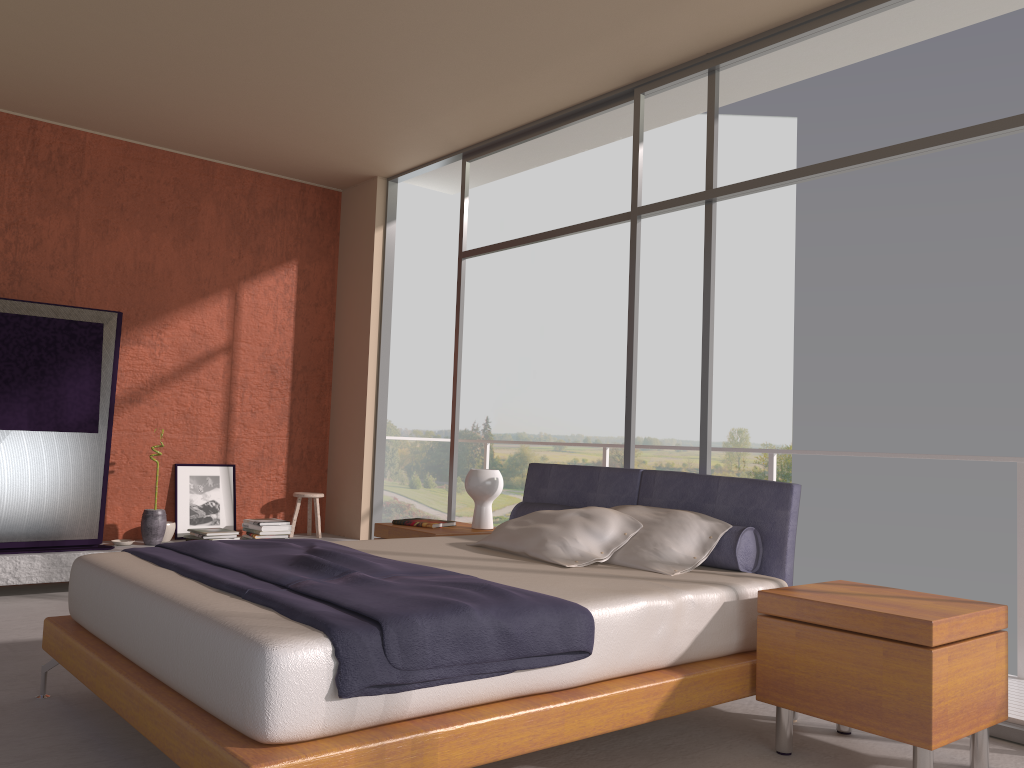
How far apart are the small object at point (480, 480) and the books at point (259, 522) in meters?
2.1

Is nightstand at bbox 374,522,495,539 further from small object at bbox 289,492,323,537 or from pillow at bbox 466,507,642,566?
small object at bbox 289,492,323,537

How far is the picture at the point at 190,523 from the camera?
6.5m

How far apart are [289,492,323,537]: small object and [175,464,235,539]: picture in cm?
49

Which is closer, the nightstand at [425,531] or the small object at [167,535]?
the nightstand at [425,531]

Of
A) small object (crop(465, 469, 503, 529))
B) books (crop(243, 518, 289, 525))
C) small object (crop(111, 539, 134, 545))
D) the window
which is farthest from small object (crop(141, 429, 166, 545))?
small object (crop(465, 469, 503, 529))

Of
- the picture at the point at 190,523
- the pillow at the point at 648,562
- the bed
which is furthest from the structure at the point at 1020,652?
the picture at the point at 190,523

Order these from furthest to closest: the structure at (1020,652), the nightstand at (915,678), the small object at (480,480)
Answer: the small object at (480,480), the structure at (1020,652), the nightstand at (915,678)

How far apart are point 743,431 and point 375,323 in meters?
18.5 m

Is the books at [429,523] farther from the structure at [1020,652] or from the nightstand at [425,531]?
the structure at [1020,652]
